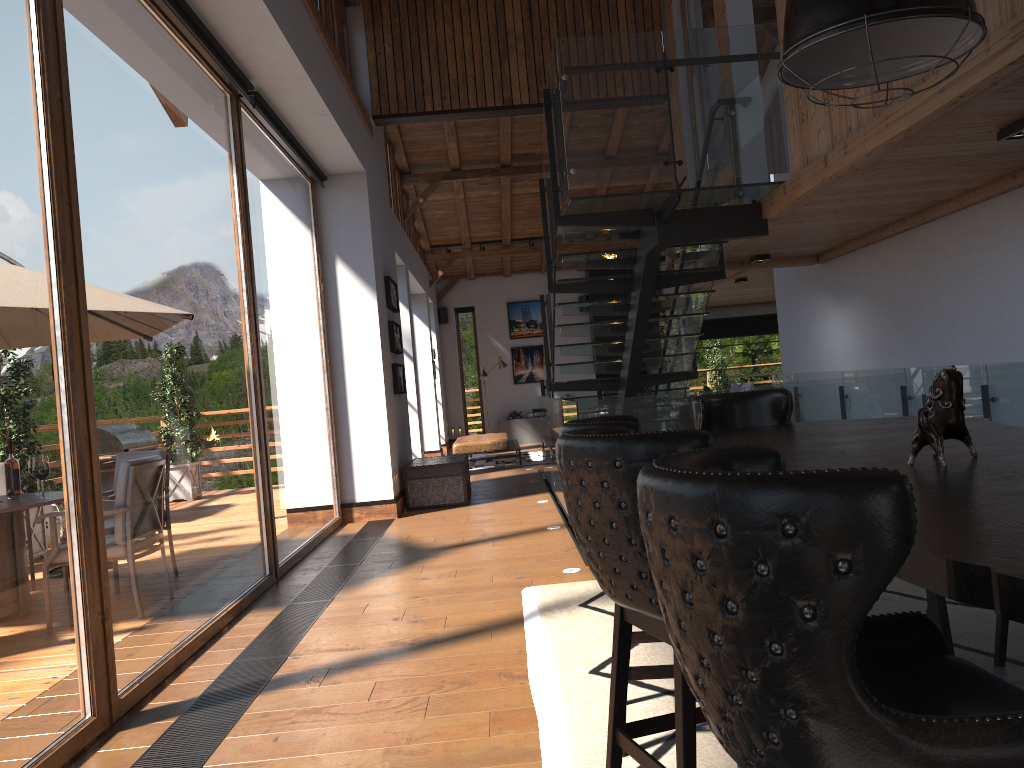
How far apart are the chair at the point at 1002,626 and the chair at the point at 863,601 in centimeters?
221cm

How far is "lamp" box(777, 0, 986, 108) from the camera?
2.52m

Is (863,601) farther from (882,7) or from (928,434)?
(882,7)

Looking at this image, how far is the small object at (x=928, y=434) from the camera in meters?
2.2

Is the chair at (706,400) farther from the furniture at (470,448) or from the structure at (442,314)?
the structure at (442,314)

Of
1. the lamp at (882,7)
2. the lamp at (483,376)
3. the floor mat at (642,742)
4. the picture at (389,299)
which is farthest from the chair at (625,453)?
the lamp at (483,376)

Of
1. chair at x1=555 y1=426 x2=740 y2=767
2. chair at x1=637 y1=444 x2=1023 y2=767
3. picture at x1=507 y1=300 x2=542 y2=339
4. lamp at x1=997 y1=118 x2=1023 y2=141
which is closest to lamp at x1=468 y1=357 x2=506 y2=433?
picture at x1=507 y1=300 x2=542 y2=339

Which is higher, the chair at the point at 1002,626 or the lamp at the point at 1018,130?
the lamp at the point at 1018,130

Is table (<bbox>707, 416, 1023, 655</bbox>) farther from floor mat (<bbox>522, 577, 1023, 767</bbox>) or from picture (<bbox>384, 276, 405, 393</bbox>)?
picture (<bbox>384, 276, 405, 393</bbox>)

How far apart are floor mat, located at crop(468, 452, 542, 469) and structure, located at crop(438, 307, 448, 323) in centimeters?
500cm
